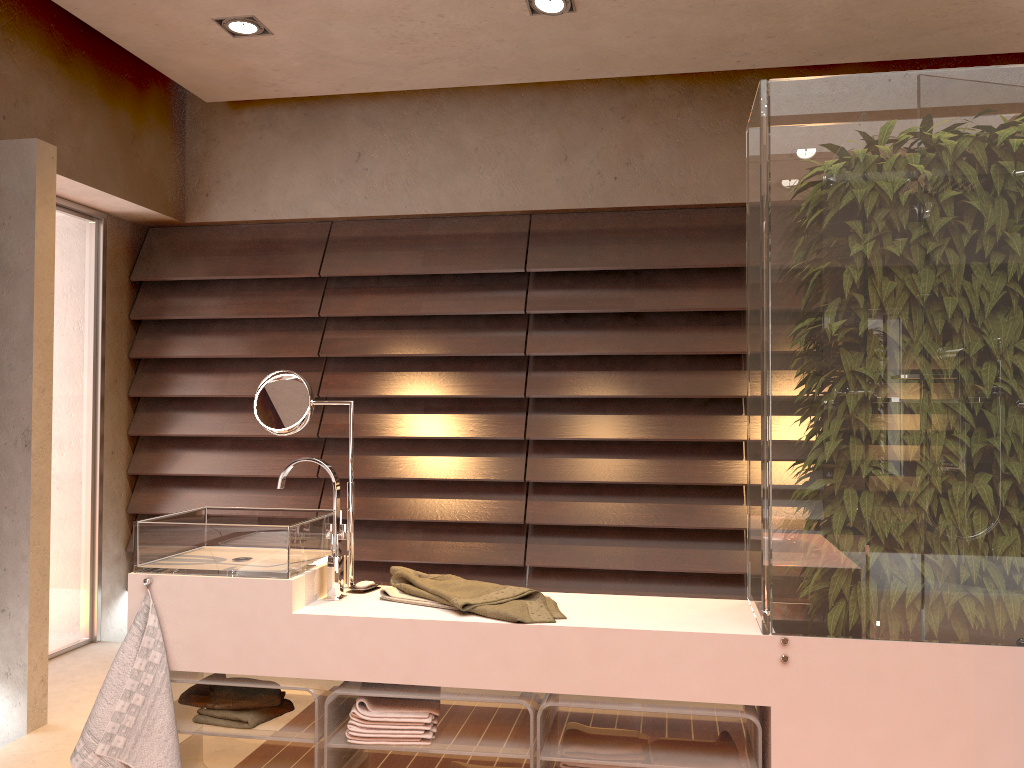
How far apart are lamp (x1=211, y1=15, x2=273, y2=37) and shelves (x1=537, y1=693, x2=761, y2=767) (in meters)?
2.58

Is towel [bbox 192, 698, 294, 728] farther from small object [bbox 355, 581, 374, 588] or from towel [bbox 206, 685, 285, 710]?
small object [bbox 355, 581, 374, 588]

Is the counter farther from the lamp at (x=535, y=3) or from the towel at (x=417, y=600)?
the lamp at (x=535, y=3)

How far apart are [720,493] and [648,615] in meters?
1.9 m

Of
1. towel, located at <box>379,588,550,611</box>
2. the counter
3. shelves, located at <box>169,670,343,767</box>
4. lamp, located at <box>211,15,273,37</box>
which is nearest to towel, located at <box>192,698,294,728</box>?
shelves, located at <box>169,670,343,767</box>

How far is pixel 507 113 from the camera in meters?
4.1 m

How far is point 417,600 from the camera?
2.2m

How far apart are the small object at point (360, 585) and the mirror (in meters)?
0.06

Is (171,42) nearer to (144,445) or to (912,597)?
(144,445)

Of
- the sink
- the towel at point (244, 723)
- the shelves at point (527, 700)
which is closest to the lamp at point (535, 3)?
the sink
